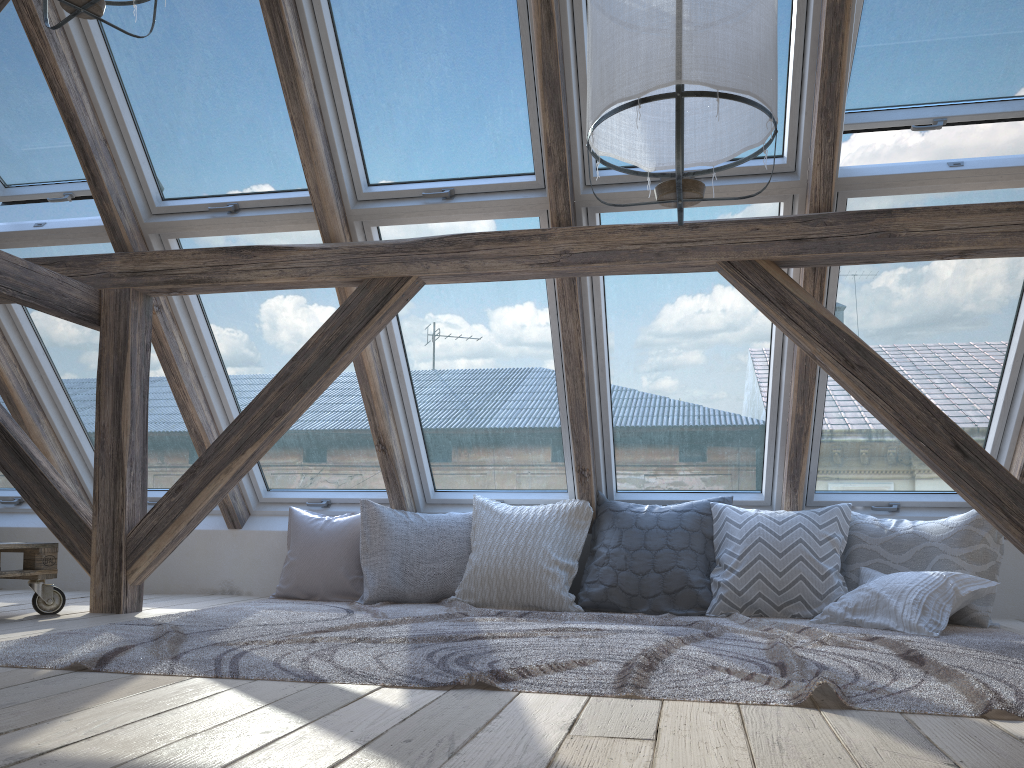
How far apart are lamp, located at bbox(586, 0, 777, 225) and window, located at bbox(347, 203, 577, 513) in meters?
1.3

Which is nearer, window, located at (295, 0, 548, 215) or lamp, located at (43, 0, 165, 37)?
lamp, located at (43, 0, 165, 37)

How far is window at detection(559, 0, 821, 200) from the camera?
3.1 meters

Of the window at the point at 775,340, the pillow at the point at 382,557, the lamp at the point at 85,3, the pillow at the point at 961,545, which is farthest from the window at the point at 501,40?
the pillow at the point at 961,545

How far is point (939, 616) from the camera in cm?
309

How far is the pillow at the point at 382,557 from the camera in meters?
4.0

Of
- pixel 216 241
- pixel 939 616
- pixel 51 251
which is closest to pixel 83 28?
pixel 216 241

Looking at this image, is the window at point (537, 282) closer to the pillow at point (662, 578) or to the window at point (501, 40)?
the window at point (501, 40)

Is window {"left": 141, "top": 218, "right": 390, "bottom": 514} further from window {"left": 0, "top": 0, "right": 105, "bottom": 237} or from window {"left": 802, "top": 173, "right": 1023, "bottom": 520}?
window {"left": 802, "top": 173, "right": 1023, "bottom": 520}

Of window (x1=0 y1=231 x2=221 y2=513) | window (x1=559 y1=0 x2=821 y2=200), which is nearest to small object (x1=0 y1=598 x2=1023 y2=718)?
window (x1=0 y1=231 x2=221 y2=513)
